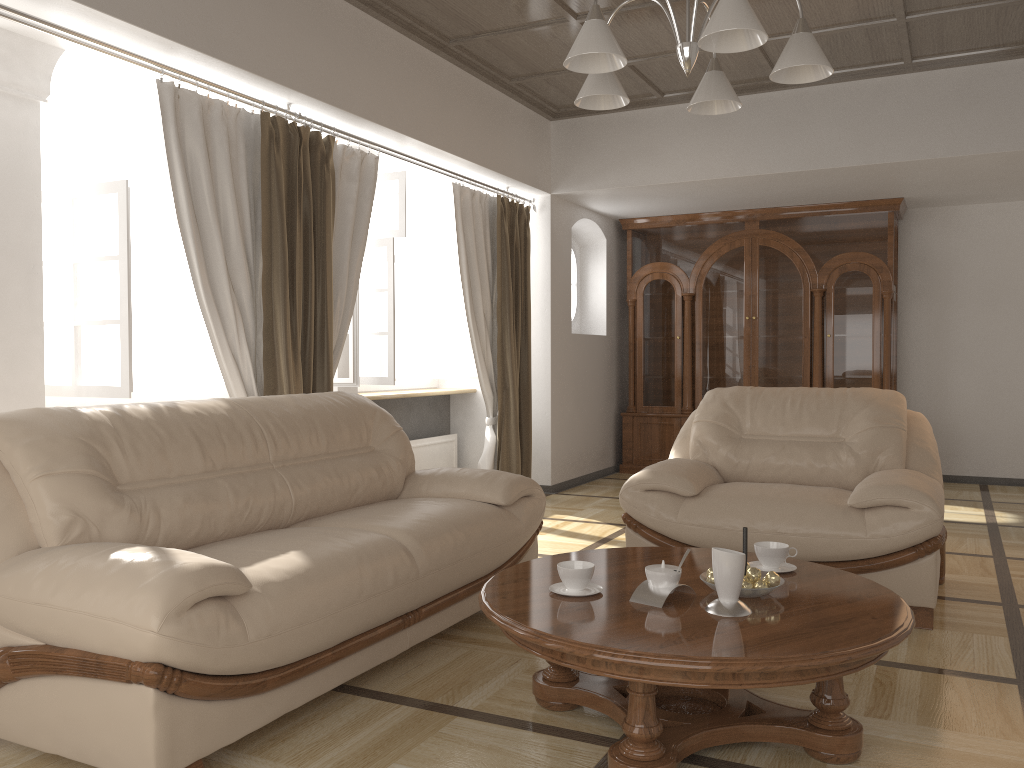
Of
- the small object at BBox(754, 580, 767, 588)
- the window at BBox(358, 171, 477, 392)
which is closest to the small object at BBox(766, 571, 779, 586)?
the small object at BBox(754, 580, 767, 588)

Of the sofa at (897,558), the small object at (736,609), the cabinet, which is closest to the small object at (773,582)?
the small object at (736,609)

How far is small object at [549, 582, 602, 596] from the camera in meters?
2.5 m

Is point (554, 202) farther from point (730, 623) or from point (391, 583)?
point (730, 623)

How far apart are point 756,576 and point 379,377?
3.5m

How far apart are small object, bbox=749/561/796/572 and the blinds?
2.3 meters

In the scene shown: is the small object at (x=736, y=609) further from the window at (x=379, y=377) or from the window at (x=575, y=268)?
the window at (x=575, y=268)

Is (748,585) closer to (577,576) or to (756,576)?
(756,576)

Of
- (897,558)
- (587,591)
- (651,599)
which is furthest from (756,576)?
(897,558)

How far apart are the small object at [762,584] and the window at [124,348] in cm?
268
